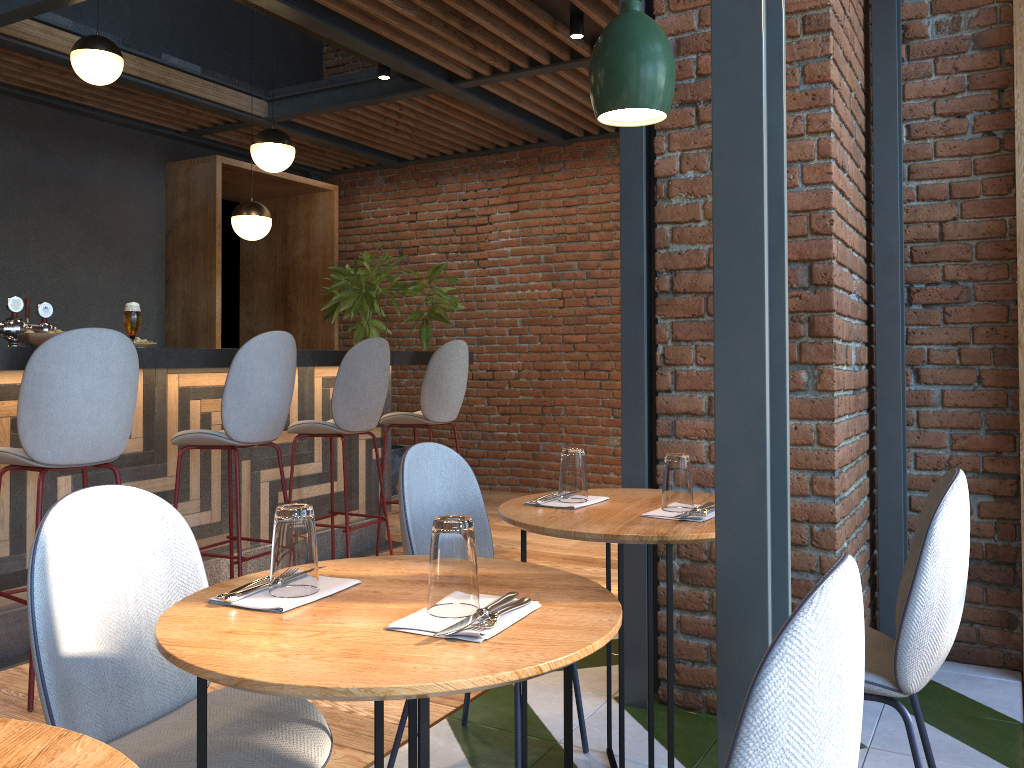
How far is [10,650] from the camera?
3.4 meters

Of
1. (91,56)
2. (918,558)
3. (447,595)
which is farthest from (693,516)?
(91,56)

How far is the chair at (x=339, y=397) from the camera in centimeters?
428cm

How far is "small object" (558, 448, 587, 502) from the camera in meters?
2.3

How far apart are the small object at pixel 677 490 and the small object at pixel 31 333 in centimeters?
245cm

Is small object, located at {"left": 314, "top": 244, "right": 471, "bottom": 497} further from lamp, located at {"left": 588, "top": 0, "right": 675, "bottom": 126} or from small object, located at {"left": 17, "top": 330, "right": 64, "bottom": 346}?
lamp, located at {"left": 588, "top": 0, "right": 675, "bottom": 126}

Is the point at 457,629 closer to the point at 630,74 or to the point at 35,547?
the point at 35,547

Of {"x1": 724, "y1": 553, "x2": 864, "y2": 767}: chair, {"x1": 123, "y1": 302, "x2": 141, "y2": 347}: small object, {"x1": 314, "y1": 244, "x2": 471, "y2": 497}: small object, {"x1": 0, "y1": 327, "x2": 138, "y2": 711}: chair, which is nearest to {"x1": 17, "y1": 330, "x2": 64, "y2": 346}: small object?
{"x1": 123, "y1": 302, "x2": 141, "y2": 347}: small object

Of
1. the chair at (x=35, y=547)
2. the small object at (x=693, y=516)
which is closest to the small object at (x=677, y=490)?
the small object at (x=693, y=516)

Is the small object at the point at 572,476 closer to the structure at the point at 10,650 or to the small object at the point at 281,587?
the small object at the point at 281,587
